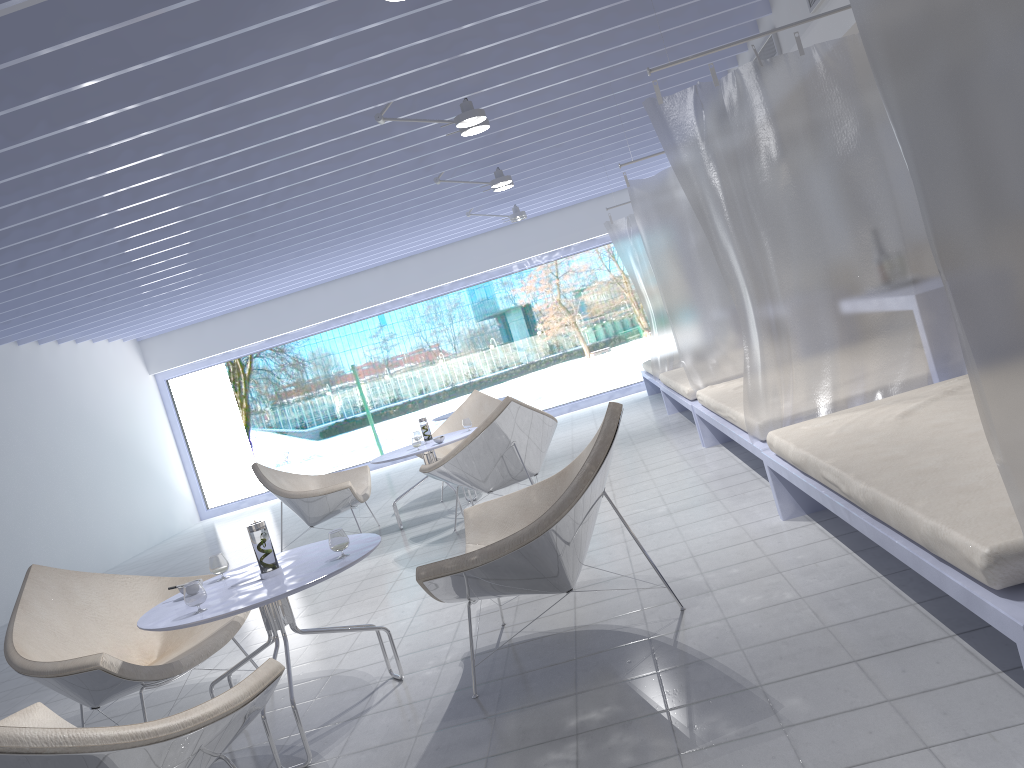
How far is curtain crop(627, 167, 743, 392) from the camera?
5.90m

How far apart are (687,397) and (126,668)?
4.2 meters

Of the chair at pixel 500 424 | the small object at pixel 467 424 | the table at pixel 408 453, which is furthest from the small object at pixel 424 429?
the chair at pixel 500 424

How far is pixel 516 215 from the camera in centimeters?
883cm

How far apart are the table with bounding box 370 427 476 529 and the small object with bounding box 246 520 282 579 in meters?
3.0 m

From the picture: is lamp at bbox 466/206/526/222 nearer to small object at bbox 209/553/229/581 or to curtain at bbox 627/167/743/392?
curtain at bbox 627/167/743/392

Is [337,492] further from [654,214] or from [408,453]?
[654,214]

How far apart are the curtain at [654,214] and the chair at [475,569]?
2.7 meters

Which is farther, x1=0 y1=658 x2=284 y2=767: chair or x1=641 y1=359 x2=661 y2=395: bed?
x1=641 y1=359 x2=661 y2=395: bed

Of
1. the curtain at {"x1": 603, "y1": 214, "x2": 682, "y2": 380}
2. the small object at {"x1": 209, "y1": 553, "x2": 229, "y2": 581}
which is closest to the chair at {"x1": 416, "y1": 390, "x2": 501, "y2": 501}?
the curtain at {"x1": 603, "y1": 214, "x2": 682, "y2": 380}
